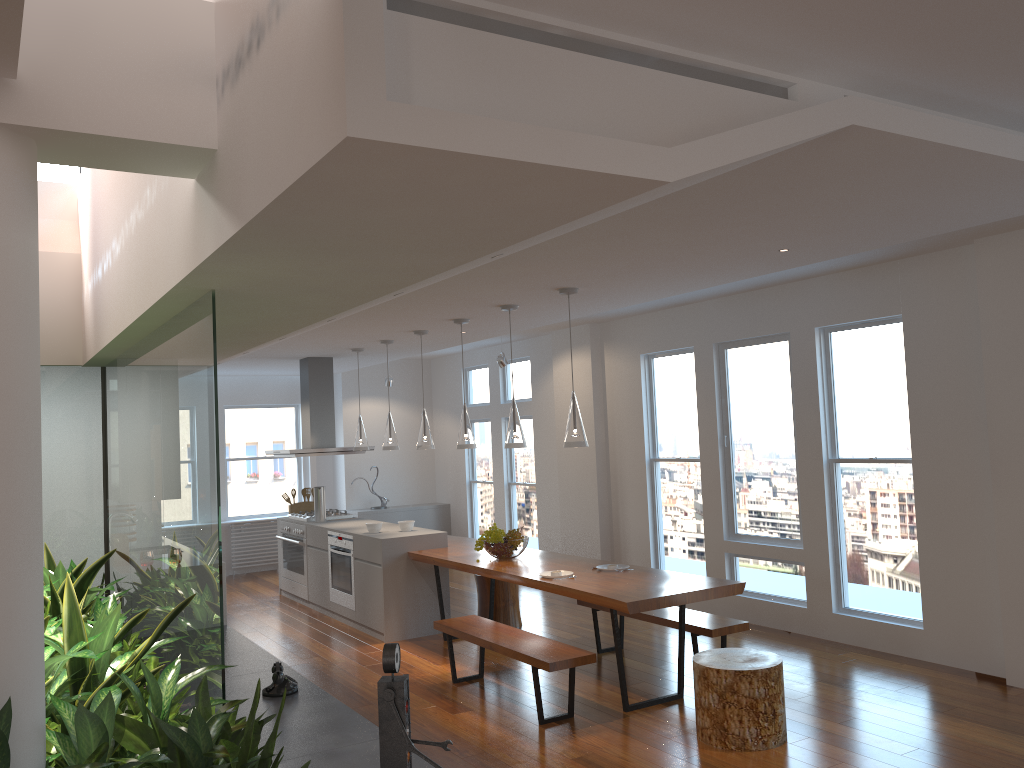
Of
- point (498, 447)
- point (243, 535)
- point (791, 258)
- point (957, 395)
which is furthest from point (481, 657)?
point (243, 535)

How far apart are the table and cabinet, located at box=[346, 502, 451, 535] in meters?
3.5

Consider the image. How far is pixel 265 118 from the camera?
2.3m

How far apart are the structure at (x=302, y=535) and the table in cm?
175

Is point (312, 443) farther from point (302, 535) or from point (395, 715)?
point (395, 715)

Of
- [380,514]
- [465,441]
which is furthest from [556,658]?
[380,514]

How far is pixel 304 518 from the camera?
9.0m

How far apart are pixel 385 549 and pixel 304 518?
2.1m

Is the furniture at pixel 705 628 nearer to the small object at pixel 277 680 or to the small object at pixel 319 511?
the small object at pixel 277 680

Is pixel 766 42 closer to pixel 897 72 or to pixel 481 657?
pixel 897 72
